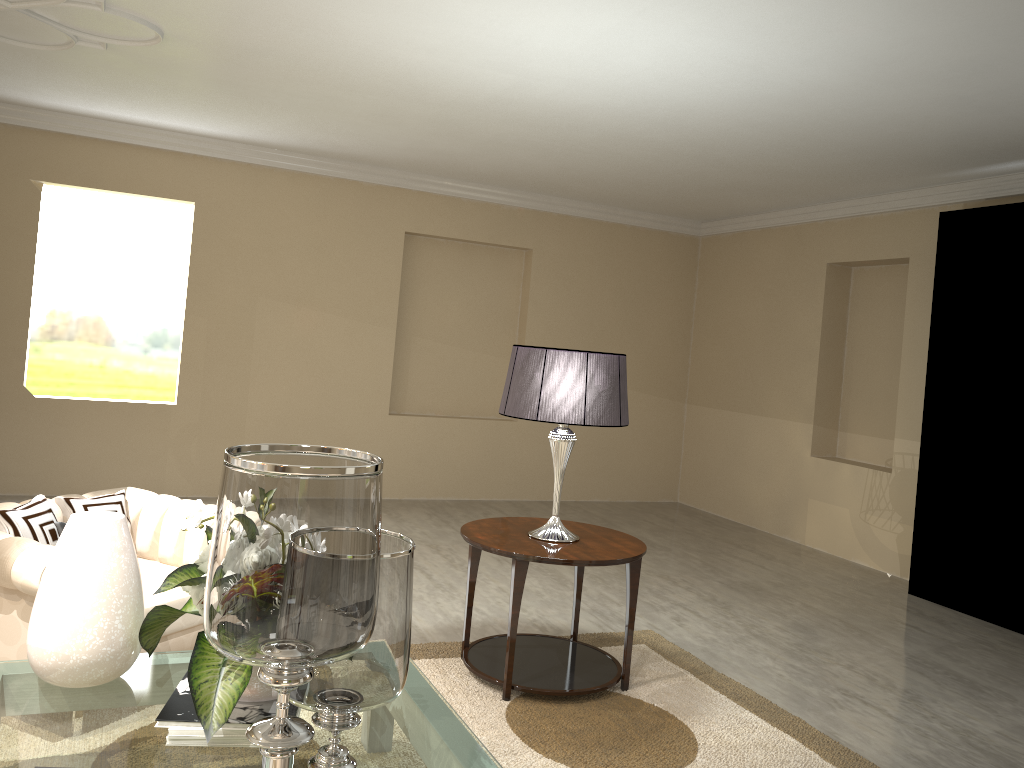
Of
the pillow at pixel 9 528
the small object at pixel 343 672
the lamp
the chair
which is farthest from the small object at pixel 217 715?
→ the lamp

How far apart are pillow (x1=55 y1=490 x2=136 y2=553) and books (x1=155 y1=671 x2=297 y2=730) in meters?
1.1

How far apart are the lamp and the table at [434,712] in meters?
1.7

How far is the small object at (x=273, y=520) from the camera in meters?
1.2

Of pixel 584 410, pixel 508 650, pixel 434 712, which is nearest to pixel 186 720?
pixel 508 650

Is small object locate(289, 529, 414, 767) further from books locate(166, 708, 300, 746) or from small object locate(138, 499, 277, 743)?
books locate(166, 708, 300, 746)

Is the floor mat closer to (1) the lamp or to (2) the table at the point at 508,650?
(2) the table at the point at 508,650

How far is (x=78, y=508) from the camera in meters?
2.9 m

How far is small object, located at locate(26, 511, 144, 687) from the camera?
2.0 meters

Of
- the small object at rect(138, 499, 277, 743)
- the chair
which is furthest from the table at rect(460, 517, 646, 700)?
the small object at rect(138, 499, 277, 743)
